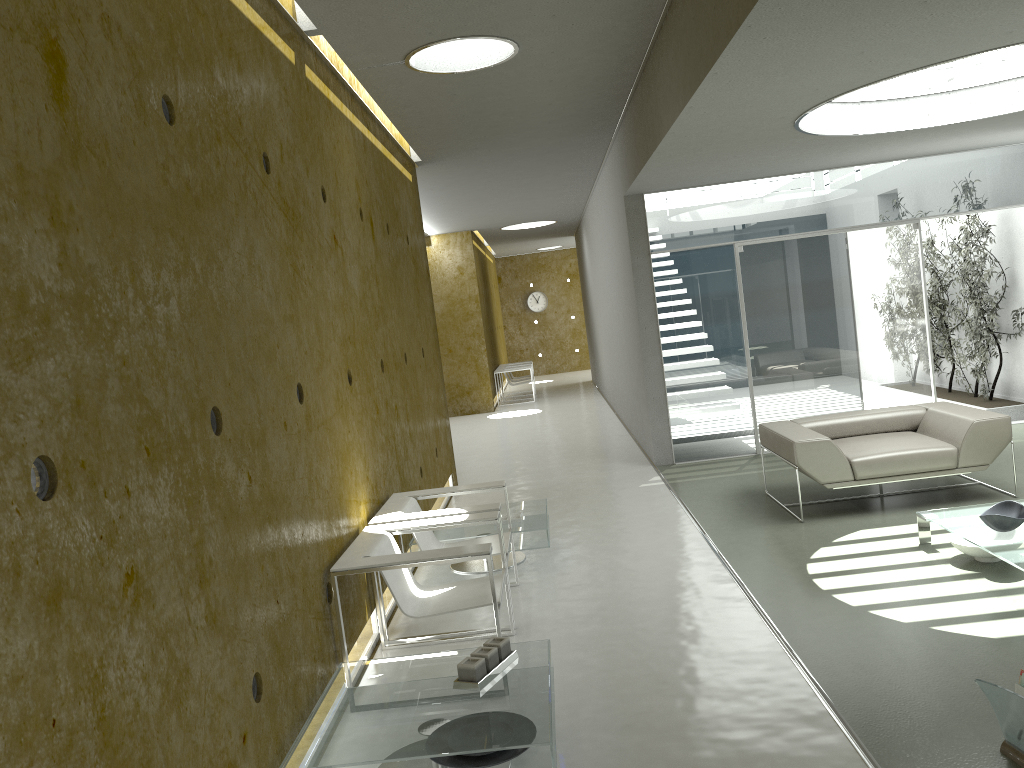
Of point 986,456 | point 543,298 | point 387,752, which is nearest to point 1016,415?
point 986,456

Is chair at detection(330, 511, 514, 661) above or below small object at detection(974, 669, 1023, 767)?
above

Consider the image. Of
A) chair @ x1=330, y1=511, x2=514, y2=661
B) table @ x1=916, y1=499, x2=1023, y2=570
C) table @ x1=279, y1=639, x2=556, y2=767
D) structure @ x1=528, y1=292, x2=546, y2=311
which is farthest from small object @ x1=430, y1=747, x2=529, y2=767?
structure @ x1=528, y1=292, x2=546, y2=311

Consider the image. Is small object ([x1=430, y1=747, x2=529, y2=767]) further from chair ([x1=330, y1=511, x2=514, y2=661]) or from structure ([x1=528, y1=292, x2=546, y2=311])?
structure ([x1=528, y1=292, x2=546, y2=311])

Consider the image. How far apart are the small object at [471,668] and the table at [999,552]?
2.5m

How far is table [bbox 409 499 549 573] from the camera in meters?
5.7 m

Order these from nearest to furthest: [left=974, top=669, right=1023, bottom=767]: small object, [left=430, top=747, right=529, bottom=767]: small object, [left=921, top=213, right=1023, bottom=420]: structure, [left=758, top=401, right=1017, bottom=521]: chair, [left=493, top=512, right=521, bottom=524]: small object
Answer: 1. [left=974, top=669, right=1023, bottom=767]: small object
2. [left=430, top=747, right=529, bottom=767]: small object
3. [left=493, top=512, right=521, bottom=524]: small object
4. [left=758, top=401, right=1017, bottom=521]: chair
5. [left=921, top=213, right=1023, bottom=420]: structure

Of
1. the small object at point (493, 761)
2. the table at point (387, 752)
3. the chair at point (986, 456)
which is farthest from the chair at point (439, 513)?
the chair at point (986, 456)

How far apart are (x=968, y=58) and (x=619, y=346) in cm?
606

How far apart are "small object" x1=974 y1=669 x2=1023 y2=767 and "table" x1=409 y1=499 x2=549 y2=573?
3.0 meters
